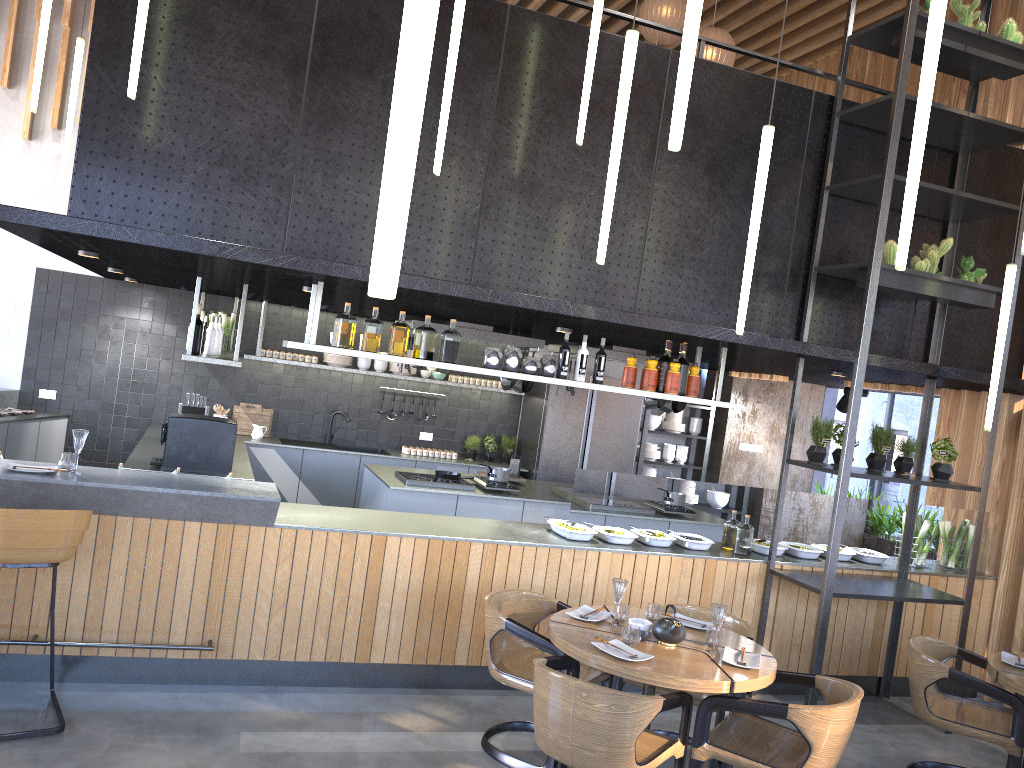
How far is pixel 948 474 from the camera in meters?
5.9

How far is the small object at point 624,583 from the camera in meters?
4.4 m

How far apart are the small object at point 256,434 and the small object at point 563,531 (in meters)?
4.17

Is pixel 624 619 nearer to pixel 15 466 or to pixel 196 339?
pixel 15 466

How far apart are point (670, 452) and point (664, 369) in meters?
4.7 m

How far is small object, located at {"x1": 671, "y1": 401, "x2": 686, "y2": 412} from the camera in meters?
8.1

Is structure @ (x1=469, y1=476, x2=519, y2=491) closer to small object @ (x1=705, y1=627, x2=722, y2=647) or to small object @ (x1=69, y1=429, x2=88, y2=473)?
small object @ (x1=705, y1=627, x2=722, y2=647)

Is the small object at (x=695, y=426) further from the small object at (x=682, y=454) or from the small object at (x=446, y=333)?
the small object at (x=446, y=333)

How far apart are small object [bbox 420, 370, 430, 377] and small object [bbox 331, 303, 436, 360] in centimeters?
413cm

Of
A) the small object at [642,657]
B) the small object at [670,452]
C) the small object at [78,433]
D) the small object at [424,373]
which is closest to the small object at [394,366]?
the small object at [424,373]
